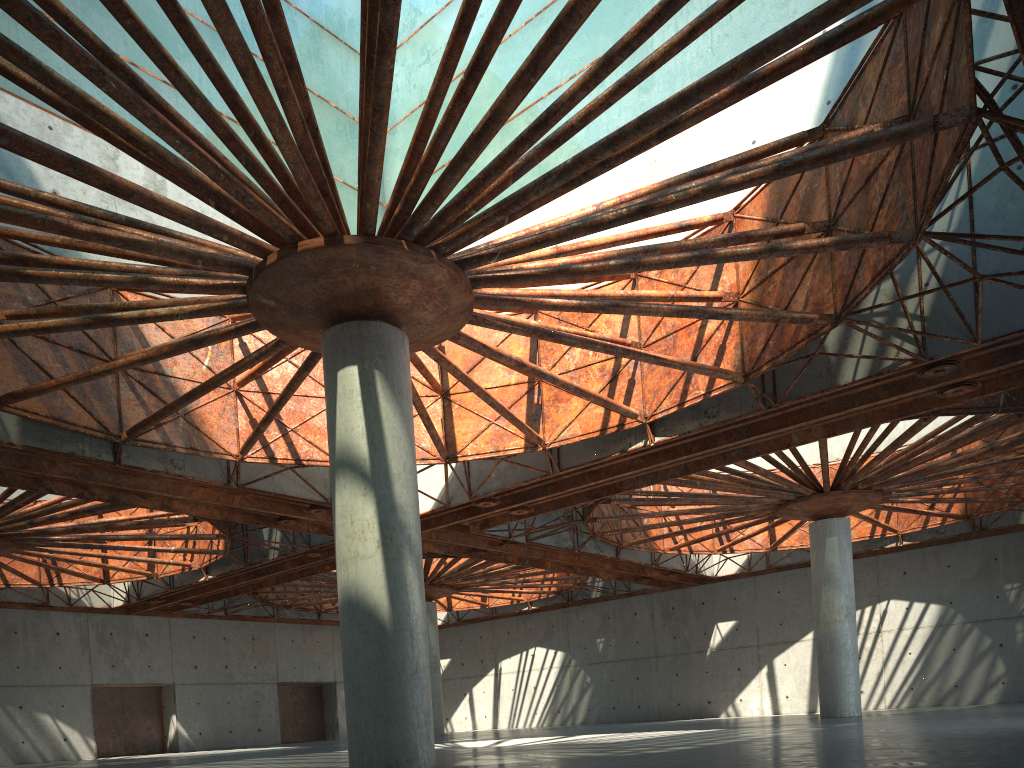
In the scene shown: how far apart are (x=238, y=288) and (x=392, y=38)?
8.31m
